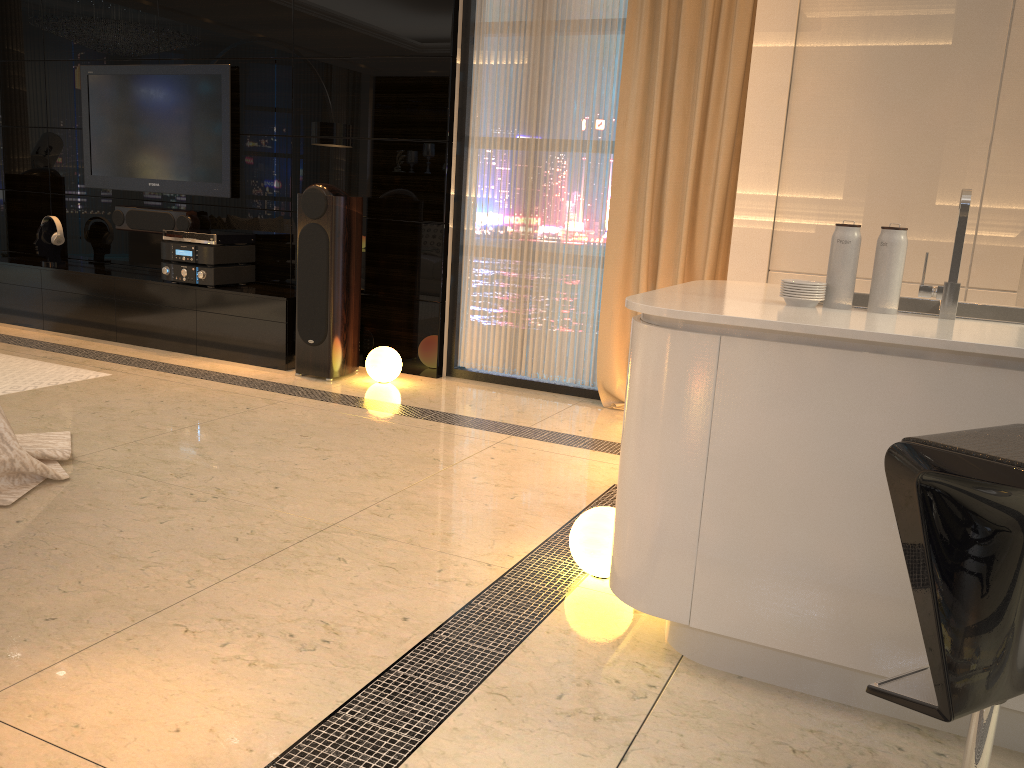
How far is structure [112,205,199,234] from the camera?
5.95m

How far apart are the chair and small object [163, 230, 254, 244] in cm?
486

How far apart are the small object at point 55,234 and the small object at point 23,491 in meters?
3.1

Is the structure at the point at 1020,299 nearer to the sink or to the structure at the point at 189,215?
the sink

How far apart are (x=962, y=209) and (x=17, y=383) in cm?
444

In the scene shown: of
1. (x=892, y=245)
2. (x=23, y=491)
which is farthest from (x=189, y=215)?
(x=892, y=245)

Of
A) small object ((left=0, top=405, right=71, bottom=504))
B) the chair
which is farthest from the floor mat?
the chair

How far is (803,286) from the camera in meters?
2.2 m

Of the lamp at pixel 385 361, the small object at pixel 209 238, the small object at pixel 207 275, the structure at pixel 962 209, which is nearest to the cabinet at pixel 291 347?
the small object at pixel 207 275

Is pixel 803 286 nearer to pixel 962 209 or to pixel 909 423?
pixel 962 209
